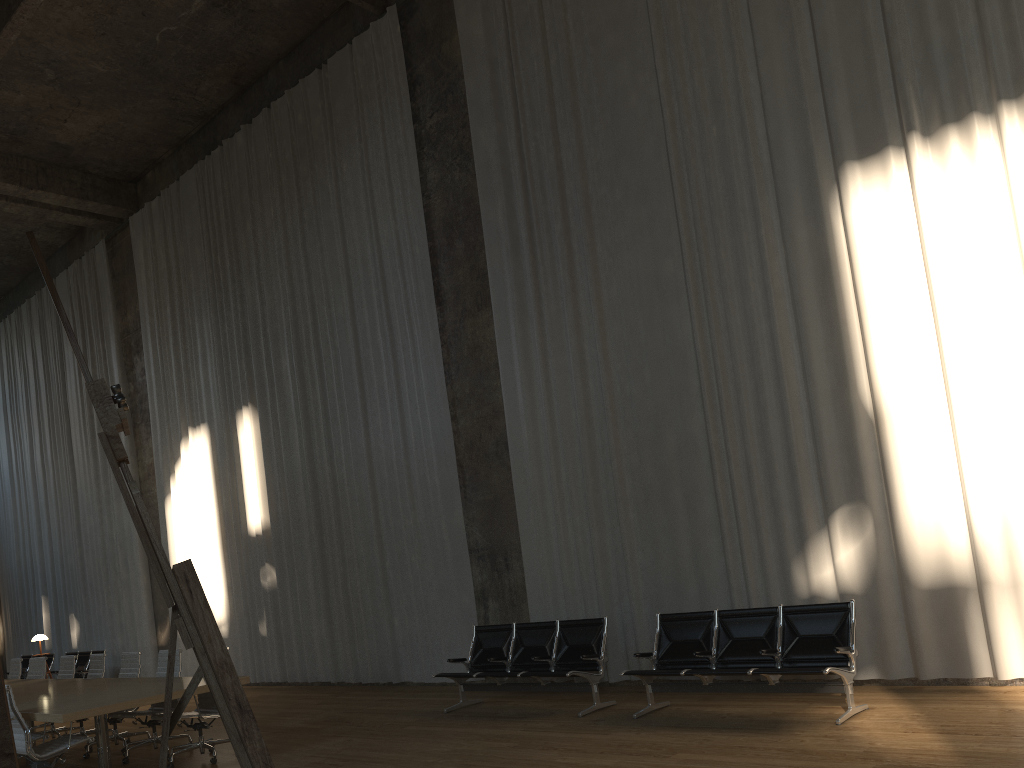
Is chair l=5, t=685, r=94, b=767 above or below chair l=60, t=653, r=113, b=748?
below

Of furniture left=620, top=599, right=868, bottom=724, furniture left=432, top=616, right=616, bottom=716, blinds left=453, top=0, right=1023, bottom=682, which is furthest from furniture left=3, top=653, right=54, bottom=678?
furniture left=620, top=599, right=868, bottom=724

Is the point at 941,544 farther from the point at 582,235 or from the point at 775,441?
the point at 582,235

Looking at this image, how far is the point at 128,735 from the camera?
9.2m

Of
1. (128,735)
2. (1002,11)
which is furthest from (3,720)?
(1002,11)

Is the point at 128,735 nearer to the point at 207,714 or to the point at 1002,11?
the point at 207,714

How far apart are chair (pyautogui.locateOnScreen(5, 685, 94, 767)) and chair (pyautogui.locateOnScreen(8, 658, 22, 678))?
5.3m

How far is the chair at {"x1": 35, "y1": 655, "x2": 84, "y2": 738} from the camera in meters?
10.5

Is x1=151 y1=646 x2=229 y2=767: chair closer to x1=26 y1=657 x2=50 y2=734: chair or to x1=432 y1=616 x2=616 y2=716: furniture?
x1=432 y1=616 x2=616 y2=716: furniture

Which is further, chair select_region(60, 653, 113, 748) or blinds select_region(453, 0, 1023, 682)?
chair select_region(60, 653, 113, 748)
